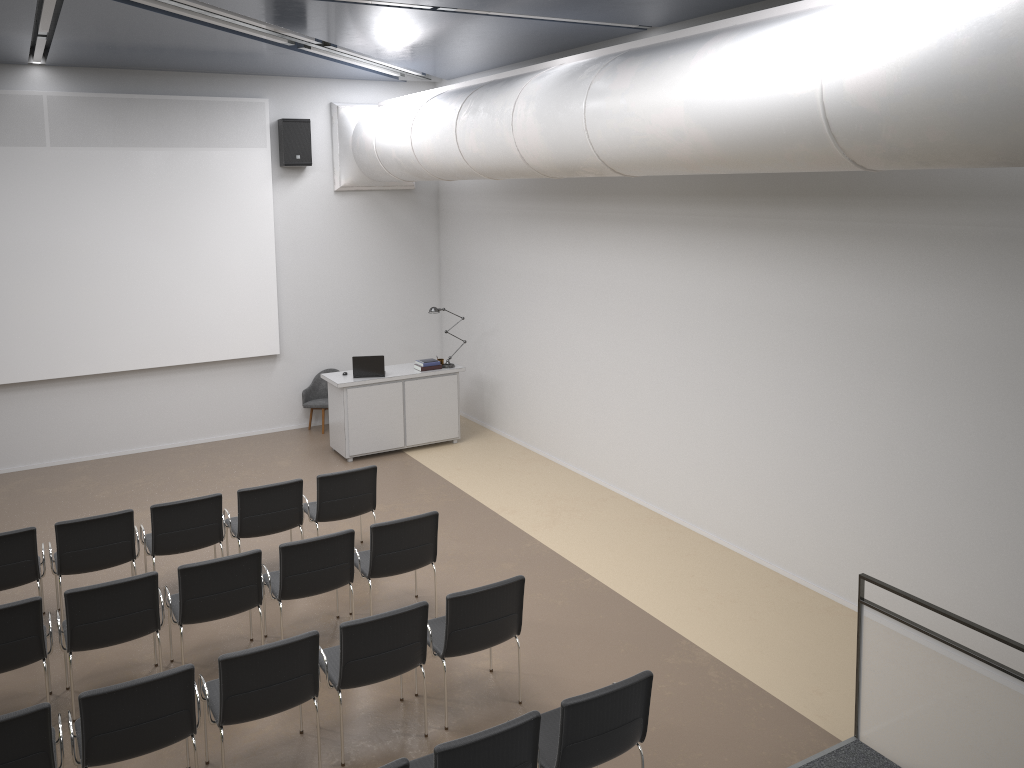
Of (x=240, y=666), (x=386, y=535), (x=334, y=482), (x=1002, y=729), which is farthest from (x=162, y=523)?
(x=1002, y=729)

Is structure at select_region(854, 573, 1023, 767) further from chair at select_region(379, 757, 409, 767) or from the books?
the books

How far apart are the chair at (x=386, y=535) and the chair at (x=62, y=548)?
1.8m

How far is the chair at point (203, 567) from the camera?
6.0m

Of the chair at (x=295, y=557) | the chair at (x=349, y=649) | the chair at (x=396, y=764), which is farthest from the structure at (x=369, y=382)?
the chair at (x=396, y=764)

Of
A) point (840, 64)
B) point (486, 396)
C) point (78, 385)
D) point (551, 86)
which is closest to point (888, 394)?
point (840, 64)

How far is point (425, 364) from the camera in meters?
11.3

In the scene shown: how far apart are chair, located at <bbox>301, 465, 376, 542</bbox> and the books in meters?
3.4 m

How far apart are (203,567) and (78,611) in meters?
0.8

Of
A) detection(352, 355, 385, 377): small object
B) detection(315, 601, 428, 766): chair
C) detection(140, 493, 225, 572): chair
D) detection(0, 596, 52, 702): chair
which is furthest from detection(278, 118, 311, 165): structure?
detection(315, 601, 428, 766): chair
